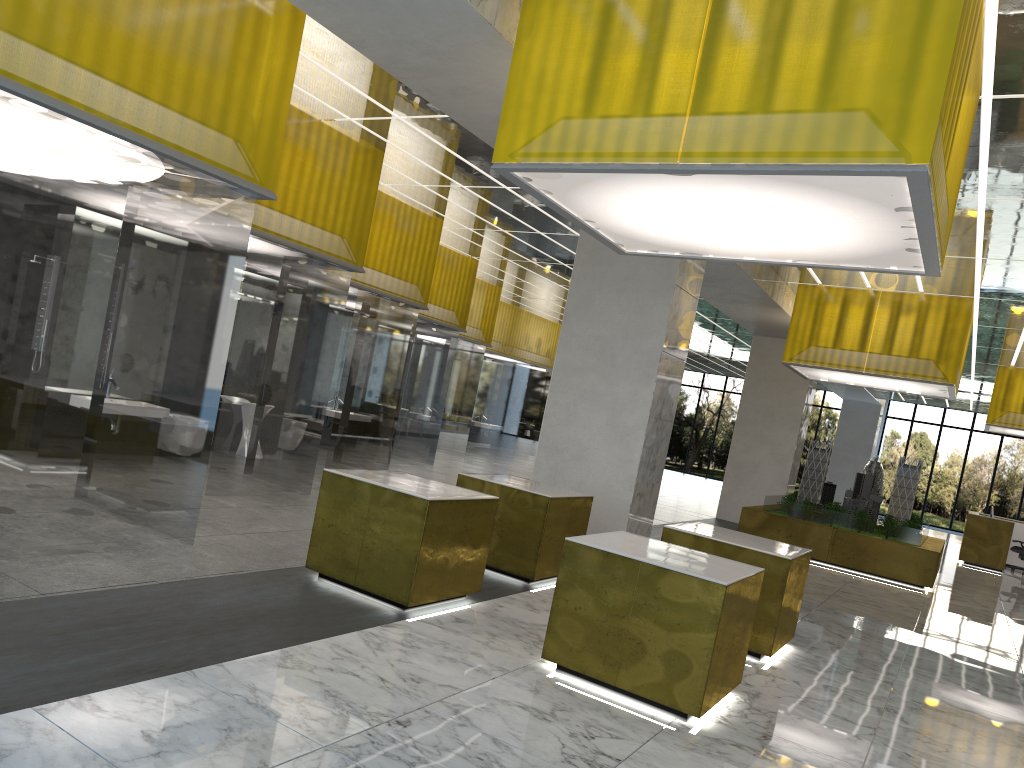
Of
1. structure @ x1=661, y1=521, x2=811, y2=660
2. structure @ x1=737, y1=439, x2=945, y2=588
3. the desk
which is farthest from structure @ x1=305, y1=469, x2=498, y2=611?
the desk

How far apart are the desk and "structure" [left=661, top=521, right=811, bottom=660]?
20.4 meters

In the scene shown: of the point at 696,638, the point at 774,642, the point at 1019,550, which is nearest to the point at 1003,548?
the point at 1019,550

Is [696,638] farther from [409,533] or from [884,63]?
[884,63]

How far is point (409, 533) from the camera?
8.2 meters

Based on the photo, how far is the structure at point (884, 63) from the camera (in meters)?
6.20

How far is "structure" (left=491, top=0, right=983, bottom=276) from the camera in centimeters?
620cm

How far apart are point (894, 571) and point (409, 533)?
14.9m

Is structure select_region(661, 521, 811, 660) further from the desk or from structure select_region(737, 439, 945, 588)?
the desk

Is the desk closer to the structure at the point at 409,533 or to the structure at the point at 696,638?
the structure at the point at 696,638
